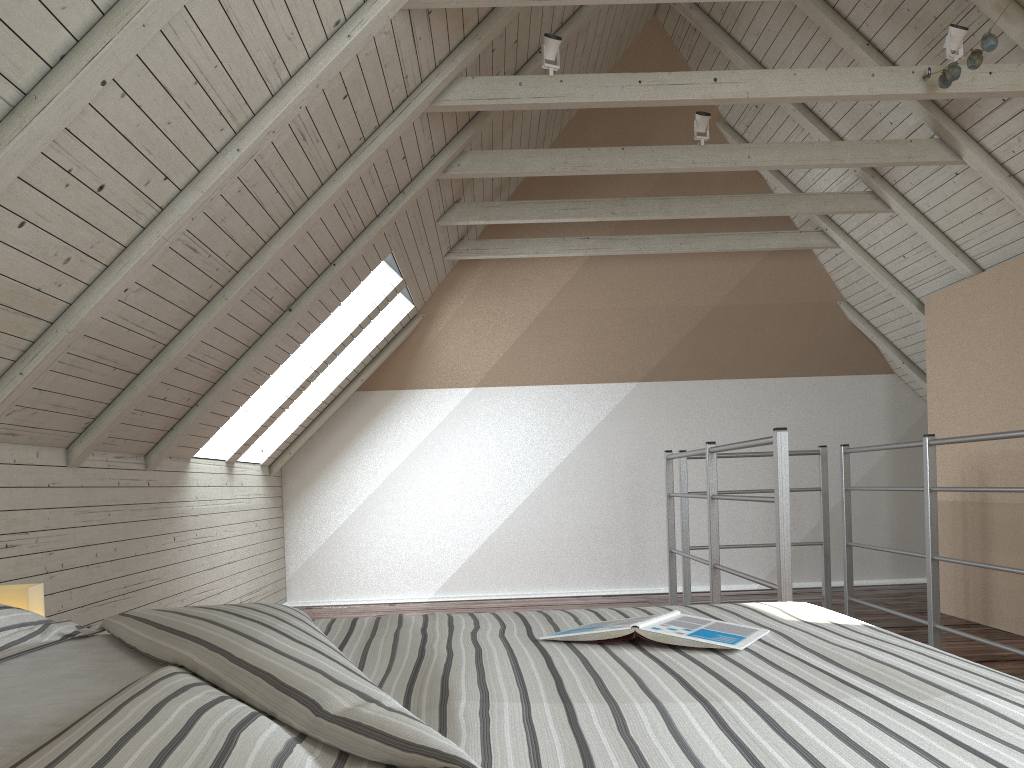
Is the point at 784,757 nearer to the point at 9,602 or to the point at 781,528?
the point at 9,602

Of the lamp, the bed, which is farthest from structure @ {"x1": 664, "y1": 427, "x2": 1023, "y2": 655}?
the lamp

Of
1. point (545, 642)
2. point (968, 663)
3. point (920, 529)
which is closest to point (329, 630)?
point (545, 642)

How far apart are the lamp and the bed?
0.2m

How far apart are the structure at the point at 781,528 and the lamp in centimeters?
178cm

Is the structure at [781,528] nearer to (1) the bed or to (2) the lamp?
(1) the bed

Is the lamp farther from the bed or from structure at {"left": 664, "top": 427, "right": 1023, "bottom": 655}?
structure at {"left": 664, "top": 427, "right": 1023, "bottom": 655}

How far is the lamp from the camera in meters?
1.7 m

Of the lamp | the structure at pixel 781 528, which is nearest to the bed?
the lamp

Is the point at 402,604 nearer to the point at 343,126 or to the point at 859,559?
the point at 859,559
